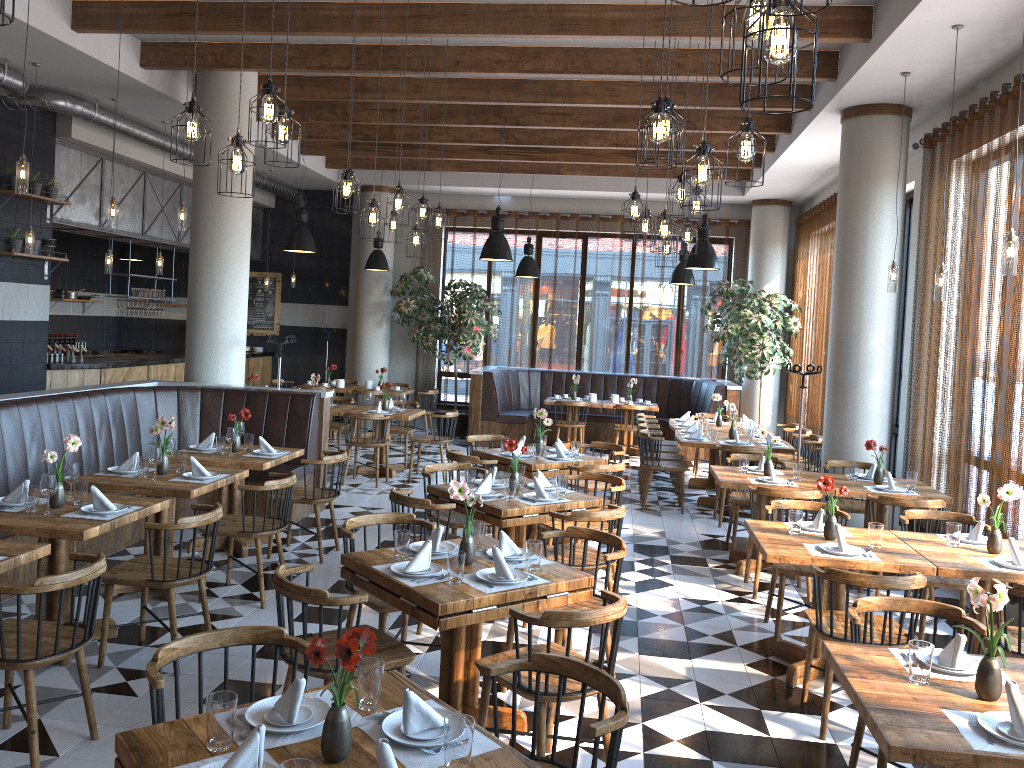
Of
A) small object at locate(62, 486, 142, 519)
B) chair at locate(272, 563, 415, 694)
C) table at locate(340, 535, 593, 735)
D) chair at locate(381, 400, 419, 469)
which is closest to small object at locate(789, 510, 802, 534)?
table at locate(340, 535, 593, 735)

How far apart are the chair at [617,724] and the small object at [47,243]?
8.75m

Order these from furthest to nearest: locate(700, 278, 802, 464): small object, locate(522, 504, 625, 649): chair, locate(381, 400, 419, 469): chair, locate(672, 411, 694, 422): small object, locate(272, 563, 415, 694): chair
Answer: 1. locate(700, 278, 802, 464): small object
2. locate(672, 411, 694, 422): small object
3. locate(381, 400, 419, 469): chair
4. locate(522, 504, 625, 649): chair
5. locate(272, 563, 415, 694): chair

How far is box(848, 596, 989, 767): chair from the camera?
3.6 meters

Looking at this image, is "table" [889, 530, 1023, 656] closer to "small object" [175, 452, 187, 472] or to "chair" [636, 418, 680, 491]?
"small object" [175, 452, 187, 472]

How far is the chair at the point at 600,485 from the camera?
8.0m

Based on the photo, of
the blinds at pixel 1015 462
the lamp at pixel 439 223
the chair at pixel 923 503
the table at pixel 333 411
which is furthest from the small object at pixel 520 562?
the table at pixel 333 411

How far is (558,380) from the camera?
14.74m

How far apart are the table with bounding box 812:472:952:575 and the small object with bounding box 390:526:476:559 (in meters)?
3.68

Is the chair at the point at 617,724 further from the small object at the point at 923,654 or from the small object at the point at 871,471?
the small object at the point at 871,471
